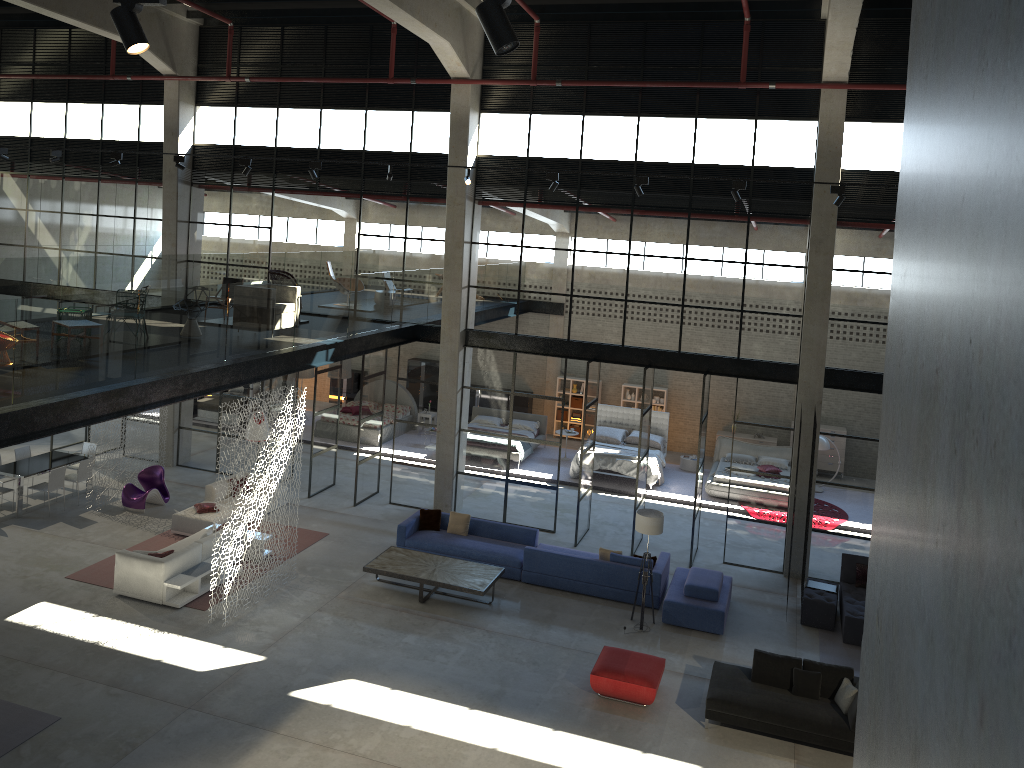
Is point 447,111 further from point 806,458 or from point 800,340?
point 806,458

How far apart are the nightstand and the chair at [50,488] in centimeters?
1435cm

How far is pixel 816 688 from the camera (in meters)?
11.42

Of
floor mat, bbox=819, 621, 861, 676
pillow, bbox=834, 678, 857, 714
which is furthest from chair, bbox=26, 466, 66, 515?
pillow, bbox=834, 678, 857, 714

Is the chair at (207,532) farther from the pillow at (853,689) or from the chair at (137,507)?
the pillow at (853,689)

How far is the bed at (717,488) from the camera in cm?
2045

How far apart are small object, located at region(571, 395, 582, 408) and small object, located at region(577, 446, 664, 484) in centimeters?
430cm

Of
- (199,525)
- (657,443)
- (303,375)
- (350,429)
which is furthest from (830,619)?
(303,375)

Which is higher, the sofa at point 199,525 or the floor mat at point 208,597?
the sofa at point 199,525

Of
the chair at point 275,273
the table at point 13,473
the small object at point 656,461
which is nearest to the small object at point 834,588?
the small object at point 656,461
